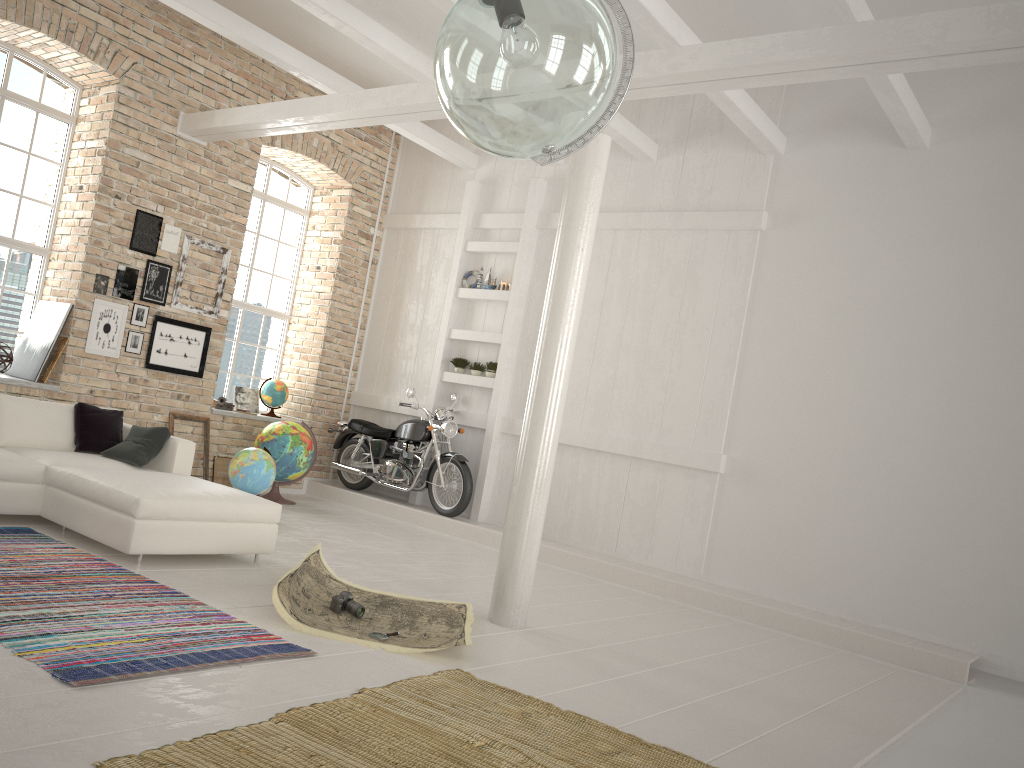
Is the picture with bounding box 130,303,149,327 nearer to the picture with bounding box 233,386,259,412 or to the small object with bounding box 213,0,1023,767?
the picture with bounding box 233,386,259,412

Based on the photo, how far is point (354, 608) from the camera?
4.82m

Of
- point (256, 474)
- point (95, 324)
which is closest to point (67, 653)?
point (256, 474)

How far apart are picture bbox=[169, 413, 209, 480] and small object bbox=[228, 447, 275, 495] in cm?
Answer: 119

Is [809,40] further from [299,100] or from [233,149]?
[233,149]

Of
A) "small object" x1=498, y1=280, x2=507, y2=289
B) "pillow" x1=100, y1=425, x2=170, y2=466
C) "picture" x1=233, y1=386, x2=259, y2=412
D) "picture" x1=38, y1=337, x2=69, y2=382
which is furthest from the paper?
"picture" x1=233, y1=386, x2=259, y2=412

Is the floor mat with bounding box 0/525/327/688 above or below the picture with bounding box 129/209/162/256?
below

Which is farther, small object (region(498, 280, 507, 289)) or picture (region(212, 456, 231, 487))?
small object (region(498, 280, 507, 289))

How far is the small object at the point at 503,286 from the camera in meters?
9.8 m

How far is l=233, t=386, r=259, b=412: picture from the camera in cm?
1046
